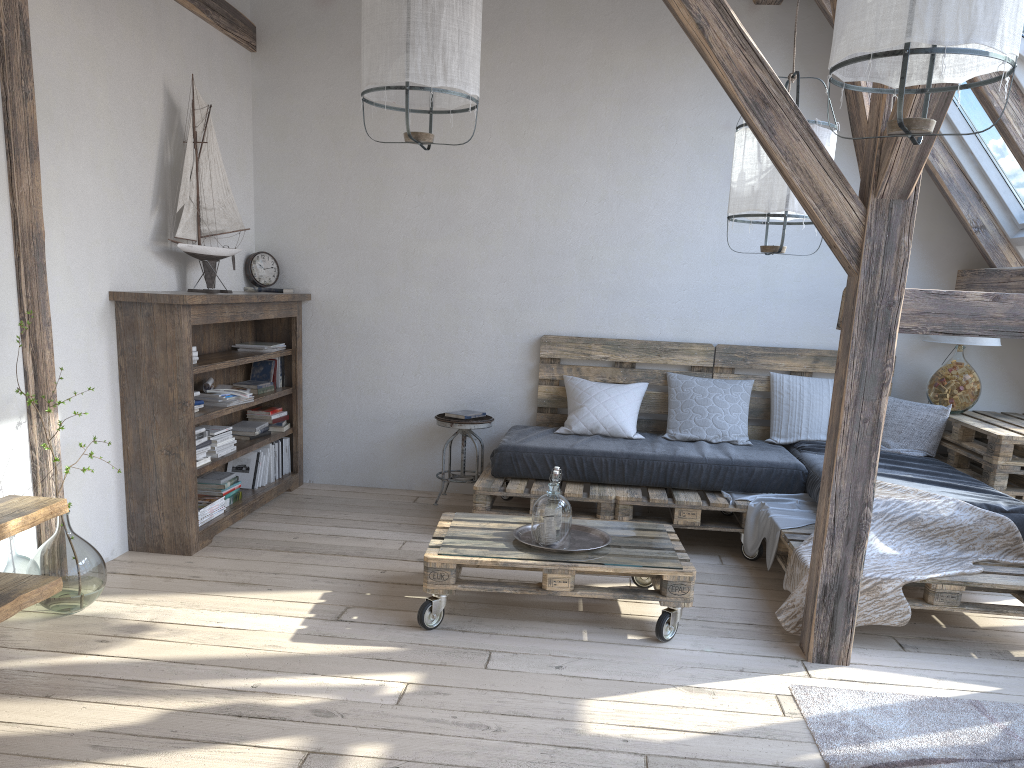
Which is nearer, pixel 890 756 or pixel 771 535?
pixel 890 756

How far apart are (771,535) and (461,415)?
1.9m

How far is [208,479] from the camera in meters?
4.5

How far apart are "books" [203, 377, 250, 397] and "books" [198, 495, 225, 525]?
0.5 meters

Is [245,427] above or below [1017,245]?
below

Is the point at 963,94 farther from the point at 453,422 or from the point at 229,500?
the point at 229,500

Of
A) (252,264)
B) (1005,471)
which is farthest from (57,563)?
(1005,471)

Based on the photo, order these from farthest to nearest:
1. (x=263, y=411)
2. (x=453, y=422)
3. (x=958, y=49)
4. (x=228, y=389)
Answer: (x=263, y=411), (x=453, y=422), (x=228, y=389), (x=958, y=49)

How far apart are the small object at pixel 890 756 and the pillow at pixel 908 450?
2.07m

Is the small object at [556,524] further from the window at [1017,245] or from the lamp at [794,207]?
the window at [1017,245]
